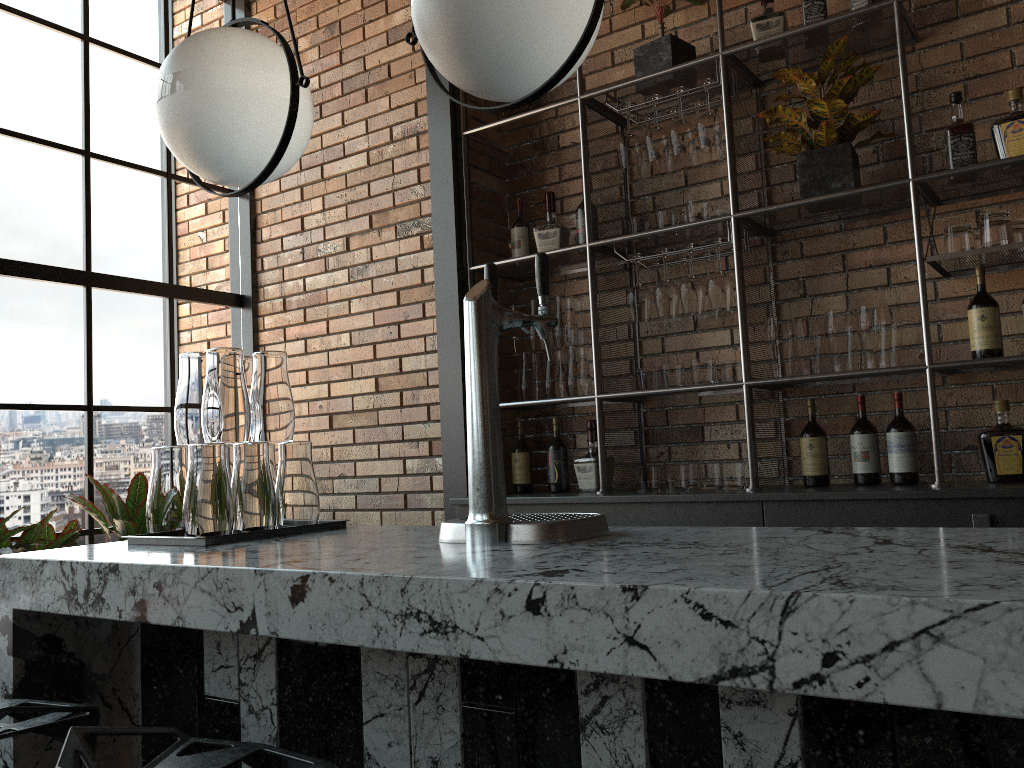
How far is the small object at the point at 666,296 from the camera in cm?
317

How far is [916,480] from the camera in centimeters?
279cm

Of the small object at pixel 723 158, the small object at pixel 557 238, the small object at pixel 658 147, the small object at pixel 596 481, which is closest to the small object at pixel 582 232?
the small object at pixel 557 238

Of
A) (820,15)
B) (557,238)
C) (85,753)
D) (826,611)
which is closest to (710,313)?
(557,238)

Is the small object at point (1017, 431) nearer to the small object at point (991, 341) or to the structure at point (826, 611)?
the small object at point (991, 341)

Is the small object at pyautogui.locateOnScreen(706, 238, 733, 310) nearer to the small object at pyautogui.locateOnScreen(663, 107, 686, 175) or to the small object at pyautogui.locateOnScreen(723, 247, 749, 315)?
the small object at pyautogui.locateOnScreen(723, 247, 749, 315)

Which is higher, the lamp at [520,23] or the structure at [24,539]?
the lamp at [520,23]

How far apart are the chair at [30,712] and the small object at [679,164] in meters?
2.7 m

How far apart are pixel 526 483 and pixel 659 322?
0.85m

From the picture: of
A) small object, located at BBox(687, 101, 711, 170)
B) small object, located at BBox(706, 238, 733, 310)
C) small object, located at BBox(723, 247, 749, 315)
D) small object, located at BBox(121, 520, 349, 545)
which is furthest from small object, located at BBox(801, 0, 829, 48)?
small object, located at BBox(121, 520, 349, 545)
